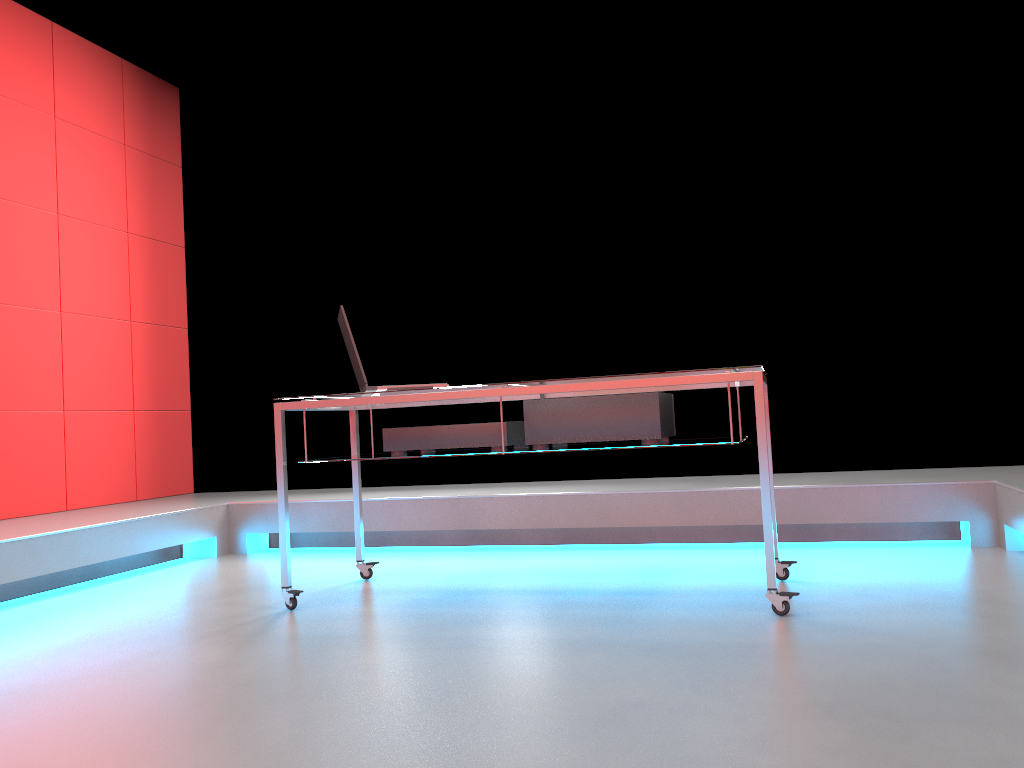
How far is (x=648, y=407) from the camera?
2.7 meters

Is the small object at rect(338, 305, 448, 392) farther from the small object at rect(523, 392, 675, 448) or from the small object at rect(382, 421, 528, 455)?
the small object at rect(523, 392, 675, 448)

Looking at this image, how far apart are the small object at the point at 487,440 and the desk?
0.02m

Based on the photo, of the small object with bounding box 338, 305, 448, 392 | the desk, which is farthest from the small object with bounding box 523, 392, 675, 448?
the small object with bounding box 338, 305, 448, 392

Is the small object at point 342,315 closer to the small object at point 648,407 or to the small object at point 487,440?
the small object at point 487,440

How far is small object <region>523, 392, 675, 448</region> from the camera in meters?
2.7 m

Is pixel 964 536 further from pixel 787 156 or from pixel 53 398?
pixel 53 398

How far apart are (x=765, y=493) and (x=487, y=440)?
0.89m

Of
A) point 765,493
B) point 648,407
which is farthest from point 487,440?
point 765,493

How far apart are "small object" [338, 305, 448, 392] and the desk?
0.0 meters
